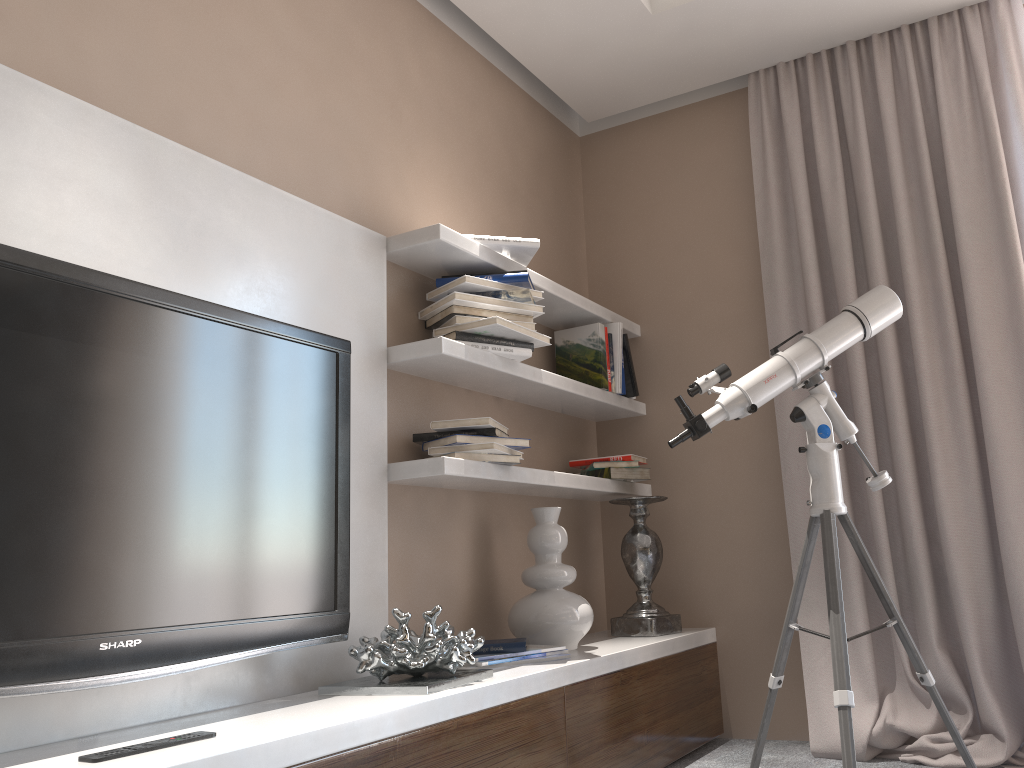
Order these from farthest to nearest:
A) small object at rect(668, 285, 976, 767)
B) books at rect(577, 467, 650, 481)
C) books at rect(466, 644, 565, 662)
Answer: books at rect(577, 467, 650, 481)
books at rect(466, 644, 565, 662)
small object at rect(668, 285, 976, 767)

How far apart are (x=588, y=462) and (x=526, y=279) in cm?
91

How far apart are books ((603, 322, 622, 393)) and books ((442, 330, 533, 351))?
0.68m

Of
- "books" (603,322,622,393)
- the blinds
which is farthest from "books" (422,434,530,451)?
the blinds

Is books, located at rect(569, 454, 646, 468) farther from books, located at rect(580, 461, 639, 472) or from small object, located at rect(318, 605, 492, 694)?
small object, located at rect(318, 605, 492, 694)

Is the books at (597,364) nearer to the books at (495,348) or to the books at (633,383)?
the books at (633,383)

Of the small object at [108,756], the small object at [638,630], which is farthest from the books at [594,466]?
the small object at [108,756]

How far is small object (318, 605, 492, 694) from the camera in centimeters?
196cm

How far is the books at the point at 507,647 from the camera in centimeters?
236cm

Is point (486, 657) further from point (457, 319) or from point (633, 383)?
point (633, 383)
